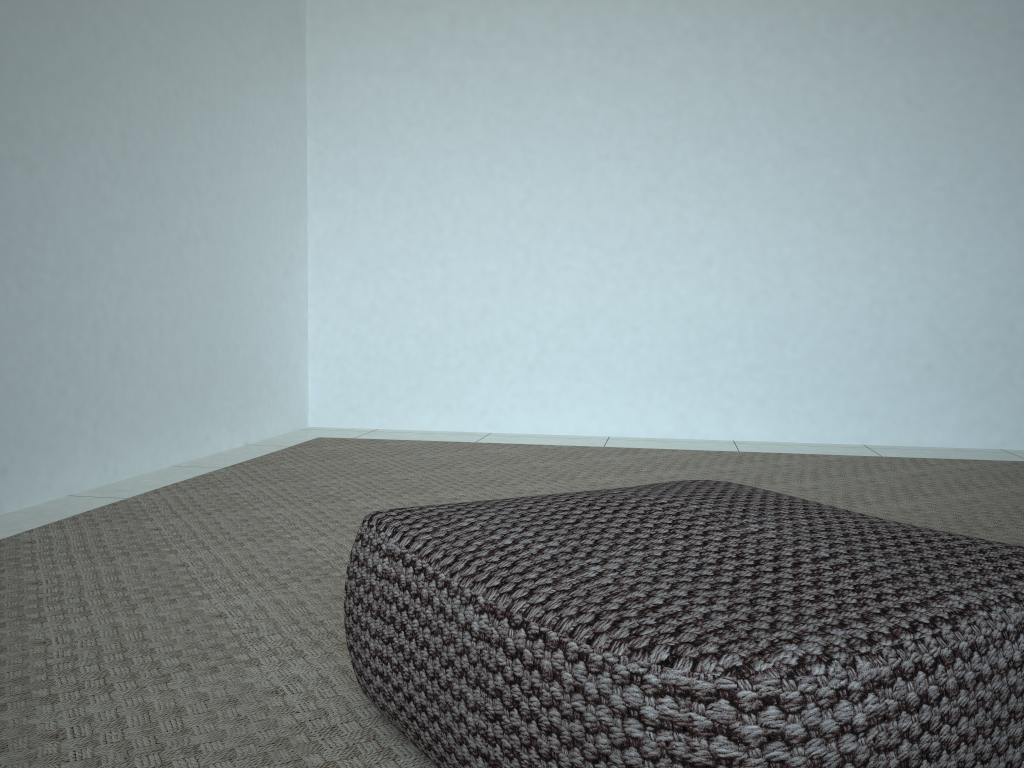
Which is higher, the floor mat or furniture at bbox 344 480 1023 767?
furniture at bbox 344 480 1023 767

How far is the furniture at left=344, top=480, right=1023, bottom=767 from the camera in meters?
0.6 m

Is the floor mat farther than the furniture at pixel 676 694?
Yes

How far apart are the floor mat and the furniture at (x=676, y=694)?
0.0m

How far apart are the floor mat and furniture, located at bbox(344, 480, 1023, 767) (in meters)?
0.03

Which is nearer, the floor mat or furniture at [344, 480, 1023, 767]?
furniture at [344, 480, 1023, 767]

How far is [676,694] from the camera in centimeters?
62cm

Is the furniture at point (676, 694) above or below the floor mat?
above

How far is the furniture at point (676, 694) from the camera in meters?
0.6
